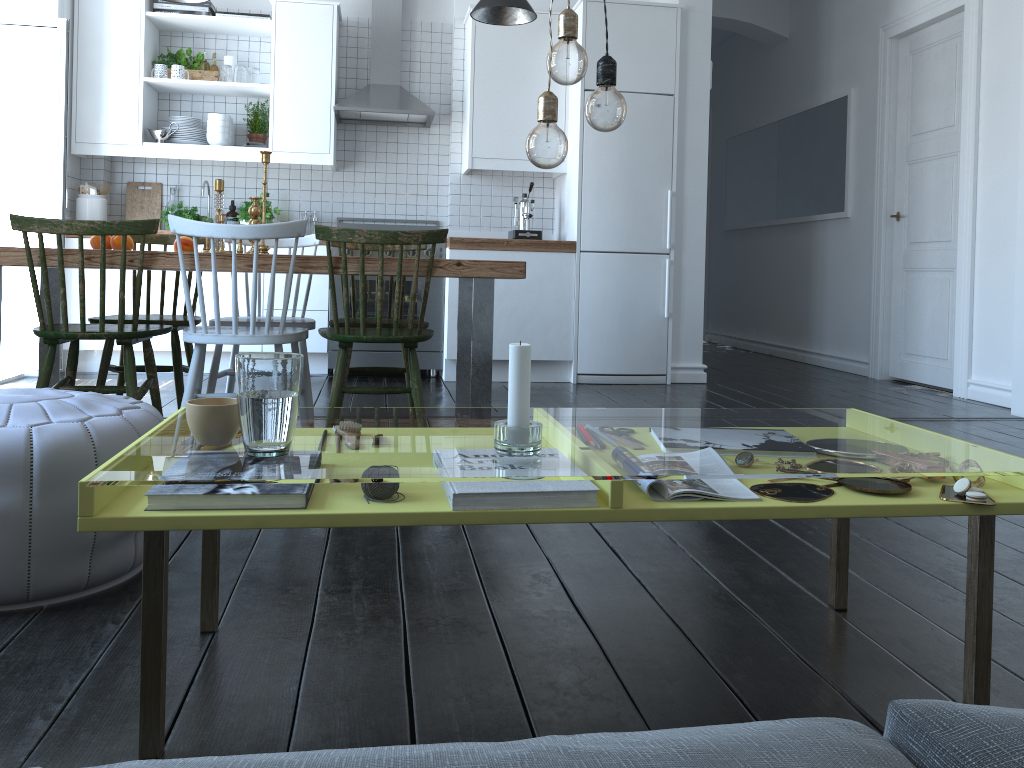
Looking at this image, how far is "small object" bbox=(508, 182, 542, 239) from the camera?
5.6 meters

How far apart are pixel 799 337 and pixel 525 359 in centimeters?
640cm

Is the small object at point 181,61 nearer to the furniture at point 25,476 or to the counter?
the counter

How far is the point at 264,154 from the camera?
3.3 meters

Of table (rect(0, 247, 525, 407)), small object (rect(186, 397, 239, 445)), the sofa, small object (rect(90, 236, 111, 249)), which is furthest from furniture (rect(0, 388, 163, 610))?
small object (rect(90, 236, 111, 249))

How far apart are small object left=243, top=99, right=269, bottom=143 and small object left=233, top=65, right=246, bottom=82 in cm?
30

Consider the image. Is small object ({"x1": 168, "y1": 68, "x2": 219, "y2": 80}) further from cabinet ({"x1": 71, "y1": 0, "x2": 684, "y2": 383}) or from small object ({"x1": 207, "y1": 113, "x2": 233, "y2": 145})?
small object ({"x1": 207, "y1": 113, "x2": 233, "y2": 145})

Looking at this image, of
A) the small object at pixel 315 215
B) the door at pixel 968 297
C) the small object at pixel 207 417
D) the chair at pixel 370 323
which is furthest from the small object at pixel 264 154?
the door at pixel 968 297

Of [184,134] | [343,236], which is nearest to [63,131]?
[184,134]

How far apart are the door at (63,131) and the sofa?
5.1m
